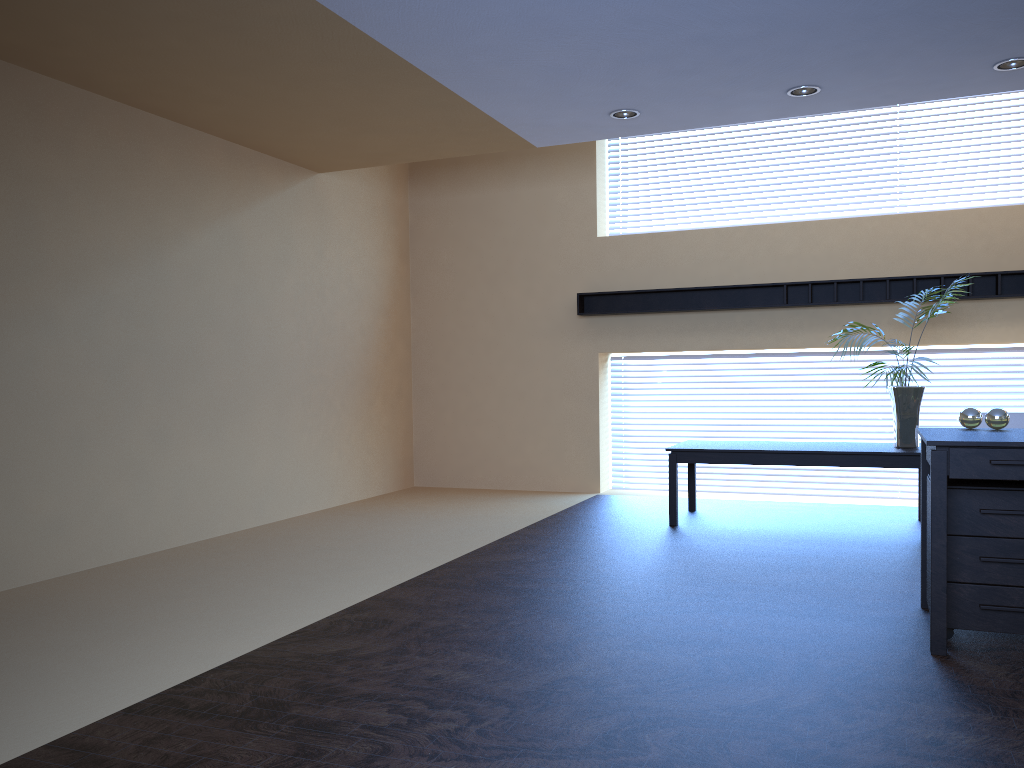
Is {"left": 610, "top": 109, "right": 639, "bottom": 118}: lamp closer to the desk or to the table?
the table

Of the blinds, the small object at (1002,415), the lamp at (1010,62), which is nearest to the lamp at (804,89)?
the lamp at (1010,62)

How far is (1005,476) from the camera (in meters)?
3.52

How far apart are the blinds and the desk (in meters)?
4.02

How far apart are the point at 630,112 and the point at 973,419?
3.2 meters

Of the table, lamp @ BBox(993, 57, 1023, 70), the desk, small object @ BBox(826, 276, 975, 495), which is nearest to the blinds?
the table

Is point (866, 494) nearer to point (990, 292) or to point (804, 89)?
point (990, 292)

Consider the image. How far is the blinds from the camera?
8.2 meters

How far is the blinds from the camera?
8.2 meters

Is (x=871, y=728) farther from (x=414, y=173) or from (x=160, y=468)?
(x=414, y=173)
